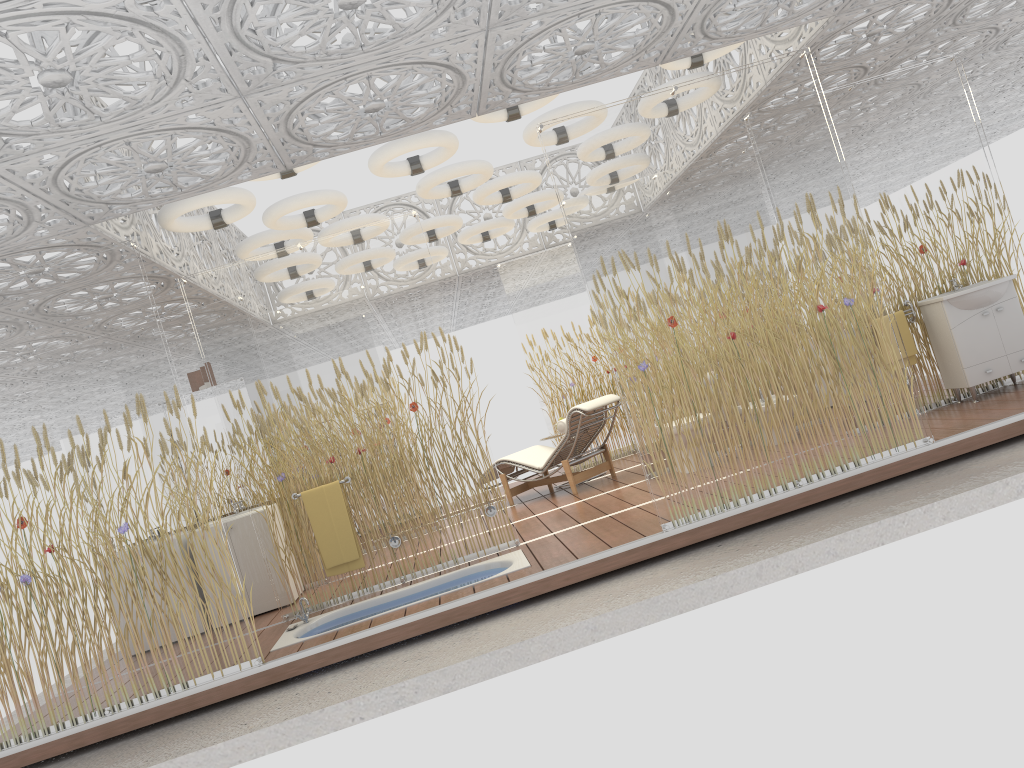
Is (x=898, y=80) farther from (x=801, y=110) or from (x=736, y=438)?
(x=736, y=438)

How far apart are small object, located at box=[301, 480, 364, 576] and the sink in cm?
462

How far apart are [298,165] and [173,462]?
1.9m

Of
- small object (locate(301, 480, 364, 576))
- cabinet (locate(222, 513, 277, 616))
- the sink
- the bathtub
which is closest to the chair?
the bathtub

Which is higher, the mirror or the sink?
the mirror

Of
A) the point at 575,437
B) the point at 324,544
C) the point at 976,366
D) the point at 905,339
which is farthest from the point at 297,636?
the point at 976,366

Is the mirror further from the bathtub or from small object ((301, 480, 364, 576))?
the bathtub

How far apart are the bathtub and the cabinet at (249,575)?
1.1 meters

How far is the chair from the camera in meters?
8.3 m

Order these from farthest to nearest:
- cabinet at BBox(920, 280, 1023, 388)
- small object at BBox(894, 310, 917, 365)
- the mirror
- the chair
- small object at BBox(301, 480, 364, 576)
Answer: the chair
the mirror
small object at BBox(894, 310, 917, 365)
cabinet at BBox(920, 280, 1023, 388)
small object at BBox(301, 480, 364, 576)
